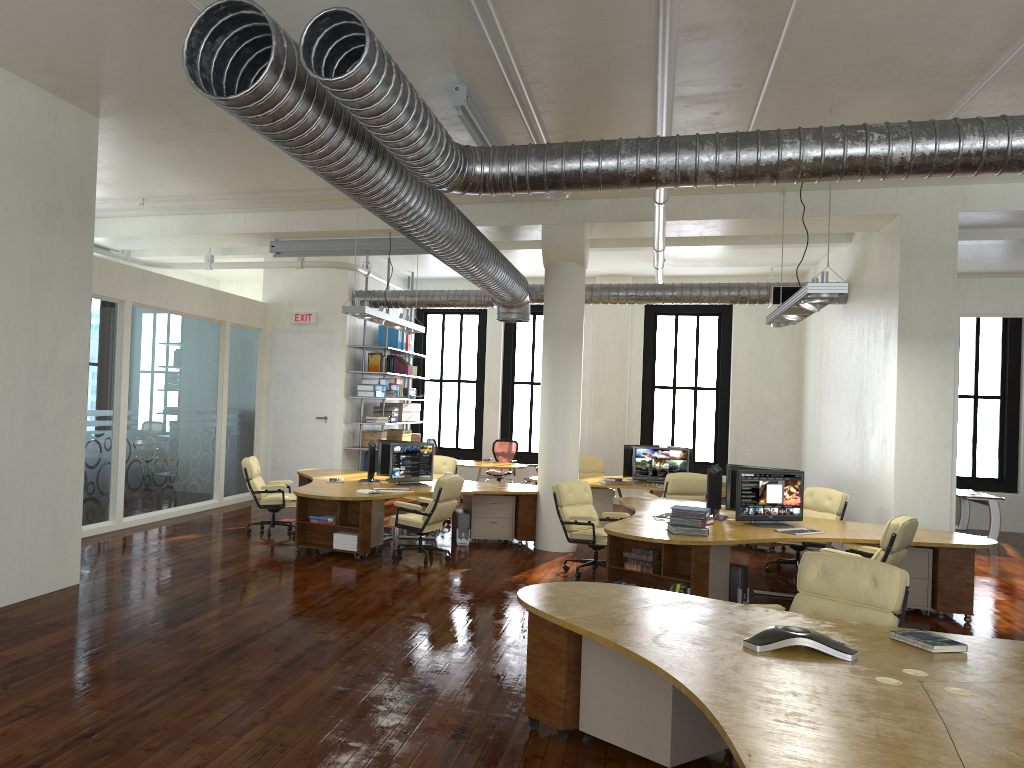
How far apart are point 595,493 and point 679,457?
1.42m

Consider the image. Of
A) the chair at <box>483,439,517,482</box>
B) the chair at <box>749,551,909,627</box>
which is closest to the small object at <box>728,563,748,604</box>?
the chair at <box>749,551,909,627</box>

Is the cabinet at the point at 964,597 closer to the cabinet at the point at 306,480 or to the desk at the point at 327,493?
the desk at the point at 327,493

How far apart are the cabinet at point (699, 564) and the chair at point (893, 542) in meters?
1.1

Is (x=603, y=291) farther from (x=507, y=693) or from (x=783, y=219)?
(x=507, y=693)

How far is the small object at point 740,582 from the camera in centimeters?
828cm

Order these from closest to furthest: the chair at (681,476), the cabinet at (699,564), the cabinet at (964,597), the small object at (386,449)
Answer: the cabinet at (699,564)
the cabinet at (964,597)
the chair at (681,476)
the small object at (386,449)

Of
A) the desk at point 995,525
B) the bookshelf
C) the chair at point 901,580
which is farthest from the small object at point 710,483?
the desk at point 995,525

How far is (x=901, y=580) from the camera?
5.1 meters

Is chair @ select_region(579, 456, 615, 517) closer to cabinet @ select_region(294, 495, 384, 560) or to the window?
the window
